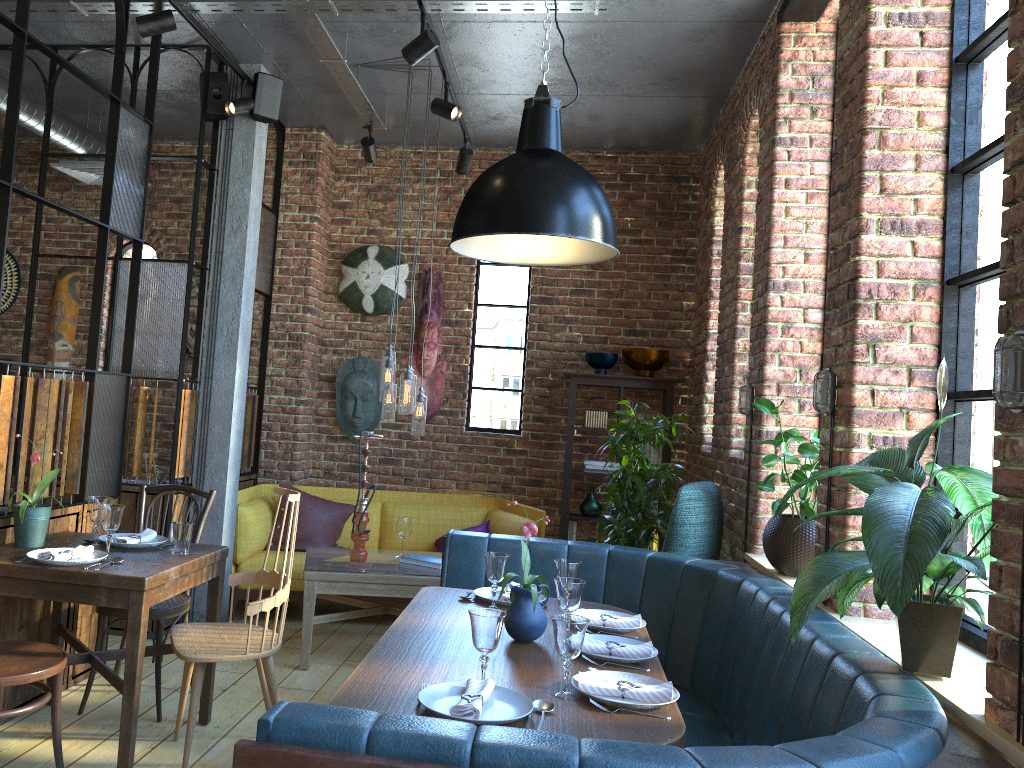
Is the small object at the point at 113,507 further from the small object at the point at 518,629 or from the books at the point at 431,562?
the books at the point at 431,562

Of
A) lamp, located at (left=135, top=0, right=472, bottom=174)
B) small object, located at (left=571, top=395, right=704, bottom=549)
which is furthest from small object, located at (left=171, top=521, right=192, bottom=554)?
small object, located at (left=571, top=395, right=704, bottom=549)

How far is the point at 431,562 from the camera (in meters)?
4.75

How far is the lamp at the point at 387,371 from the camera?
4.77m

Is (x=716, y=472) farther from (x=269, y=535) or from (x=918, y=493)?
(x=918, y=493)

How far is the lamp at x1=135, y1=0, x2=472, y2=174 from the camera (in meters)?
3.79

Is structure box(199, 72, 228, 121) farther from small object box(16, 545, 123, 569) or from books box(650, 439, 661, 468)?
books box(650, 439, 661, 468)

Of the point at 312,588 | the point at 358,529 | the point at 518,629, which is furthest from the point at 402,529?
the point at 518,629

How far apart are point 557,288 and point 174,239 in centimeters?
289cm

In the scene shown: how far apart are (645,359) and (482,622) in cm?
400
